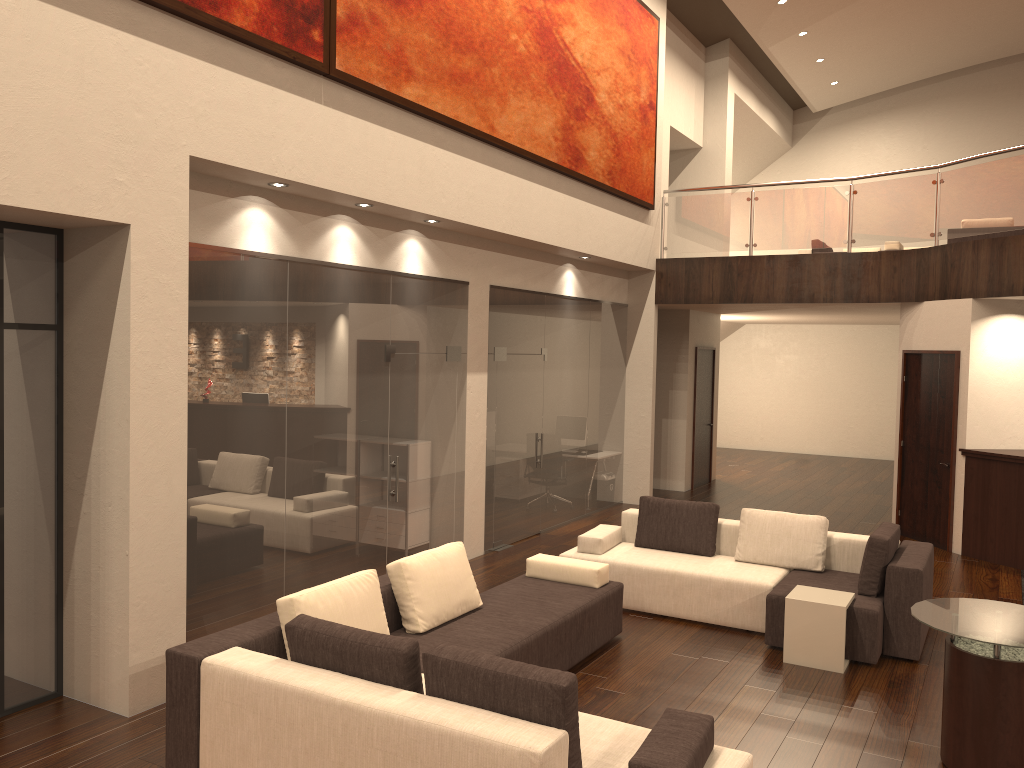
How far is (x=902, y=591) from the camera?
6.2 meters

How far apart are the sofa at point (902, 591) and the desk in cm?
289

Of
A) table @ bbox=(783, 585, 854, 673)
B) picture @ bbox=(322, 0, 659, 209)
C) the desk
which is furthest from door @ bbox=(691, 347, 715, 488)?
table @ bbox=(783, 585, 854, 673)

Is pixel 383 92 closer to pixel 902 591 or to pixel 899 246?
pixel 902 591

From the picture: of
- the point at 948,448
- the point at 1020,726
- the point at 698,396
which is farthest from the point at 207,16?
the point at 698,396

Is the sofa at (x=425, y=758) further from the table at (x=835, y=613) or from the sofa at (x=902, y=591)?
the table at (x=835, y=613)

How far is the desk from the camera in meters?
9.1 m

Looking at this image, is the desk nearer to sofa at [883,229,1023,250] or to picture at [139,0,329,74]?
sofa at [883,229,1023,250]

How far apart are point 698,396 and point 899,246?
4.0m

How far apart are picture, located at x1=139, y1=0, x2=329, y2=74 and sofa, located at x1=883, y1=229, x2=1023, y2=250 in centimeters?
1079cm
